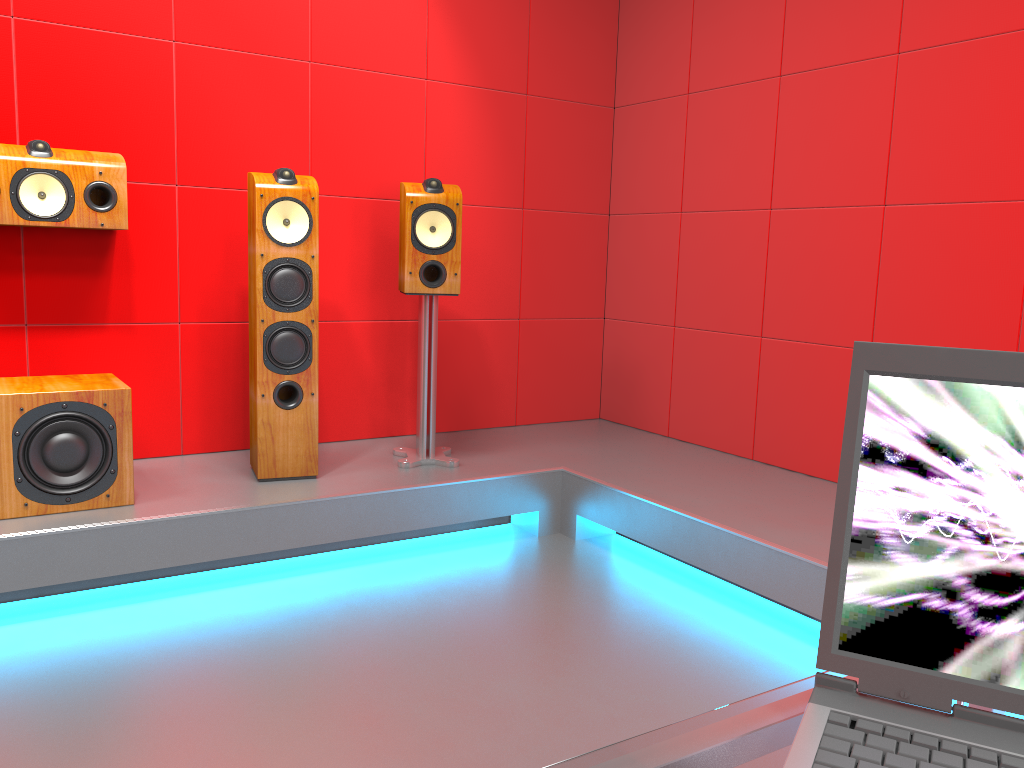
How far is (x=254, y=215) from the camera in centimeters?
290cm

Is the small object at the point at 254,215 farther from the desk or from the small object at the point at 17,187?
the desk

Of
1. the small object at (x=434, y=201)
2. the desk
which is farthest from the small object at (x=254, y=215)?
the desk

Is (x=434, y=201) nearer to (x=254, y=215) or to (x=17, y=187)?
(x=254, y=215)

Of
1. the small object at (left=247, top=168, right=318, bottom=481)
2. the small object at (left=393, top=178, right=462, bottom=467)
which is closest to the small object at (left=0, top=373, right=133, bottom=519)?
the small object at (left=247, top=168, right=318, bottom=481)

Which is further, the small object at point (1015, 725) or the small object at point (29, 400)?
the small object at point (29, 400)

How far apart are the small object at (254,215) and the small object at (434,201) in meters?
0.3 m

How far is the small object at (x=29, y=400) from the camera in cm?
250

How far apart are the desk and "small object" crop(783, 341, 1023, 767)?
0.0m

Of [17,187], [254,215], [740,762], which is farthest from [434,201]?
[740,762]
